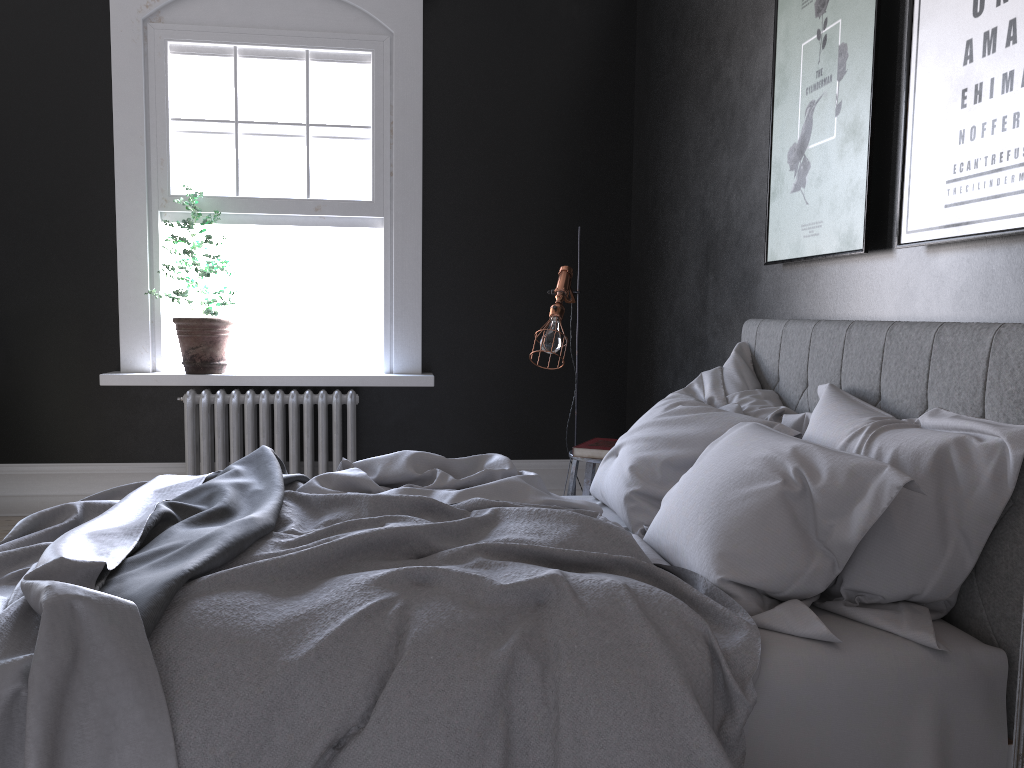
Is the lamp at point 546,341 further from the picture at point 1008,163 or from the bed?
the picture at point 1008,163

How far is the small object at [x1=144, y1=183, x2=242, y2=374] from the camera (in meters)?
5.31

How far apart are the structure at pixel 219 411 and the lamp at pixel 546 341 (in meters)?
1.50

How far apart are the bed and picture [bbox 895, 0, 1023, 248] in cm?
25

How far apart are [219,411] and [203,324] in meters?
0.5

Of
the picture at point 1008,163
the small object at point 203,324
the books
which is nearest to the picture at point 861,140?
the picture at point 1008,163

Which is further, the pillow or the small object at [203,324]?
the small object at [203,324]

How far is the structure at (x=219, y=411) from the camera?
5.3m

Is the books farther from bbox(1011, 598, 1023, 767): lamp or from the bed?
bbox(1011, 598, 1023, 767): lamp

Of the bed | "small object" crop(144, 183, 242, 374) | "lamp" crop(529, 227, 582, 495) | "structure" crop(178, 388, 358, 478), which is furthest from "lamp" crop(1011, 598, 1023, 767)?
"small object" crop(144, 183, 242, 374)
